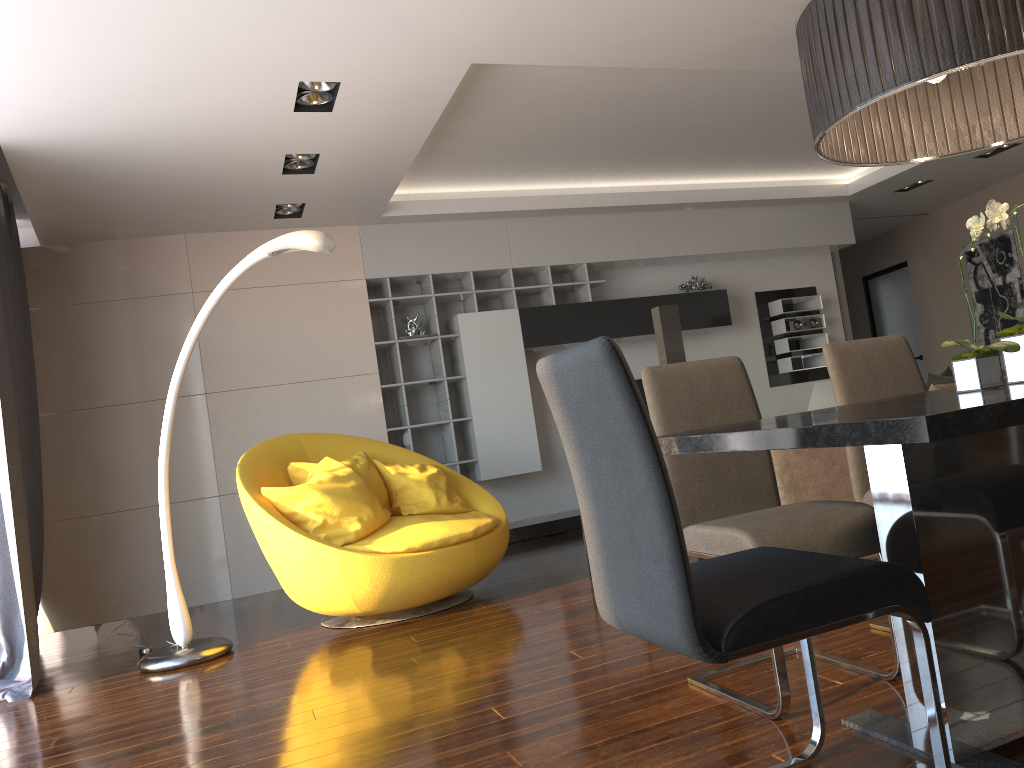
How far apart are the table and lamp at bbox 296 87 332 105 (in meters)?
2.95

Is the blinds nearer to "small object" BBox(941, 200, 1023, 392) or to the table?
the table

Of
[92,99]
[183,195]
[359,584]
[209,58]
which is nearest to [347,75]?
[209,58]

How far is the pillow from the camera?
4.2m

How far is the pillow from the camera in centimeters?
421cm

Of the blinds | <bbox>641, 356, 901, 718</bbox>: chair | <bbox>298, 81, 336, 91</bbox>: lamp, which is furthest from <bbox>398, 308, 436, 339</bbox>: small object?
<bbox>641, 356, 901, 718</bbox>: chair

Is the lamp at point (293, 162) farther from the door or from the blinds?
the door

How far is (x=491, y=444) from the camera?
6.76m

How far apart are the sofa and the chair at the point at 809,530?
1.04m

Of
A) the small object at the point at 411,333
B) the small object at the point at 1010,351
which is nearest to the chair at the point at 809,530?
the small object at the point at 1010,351
